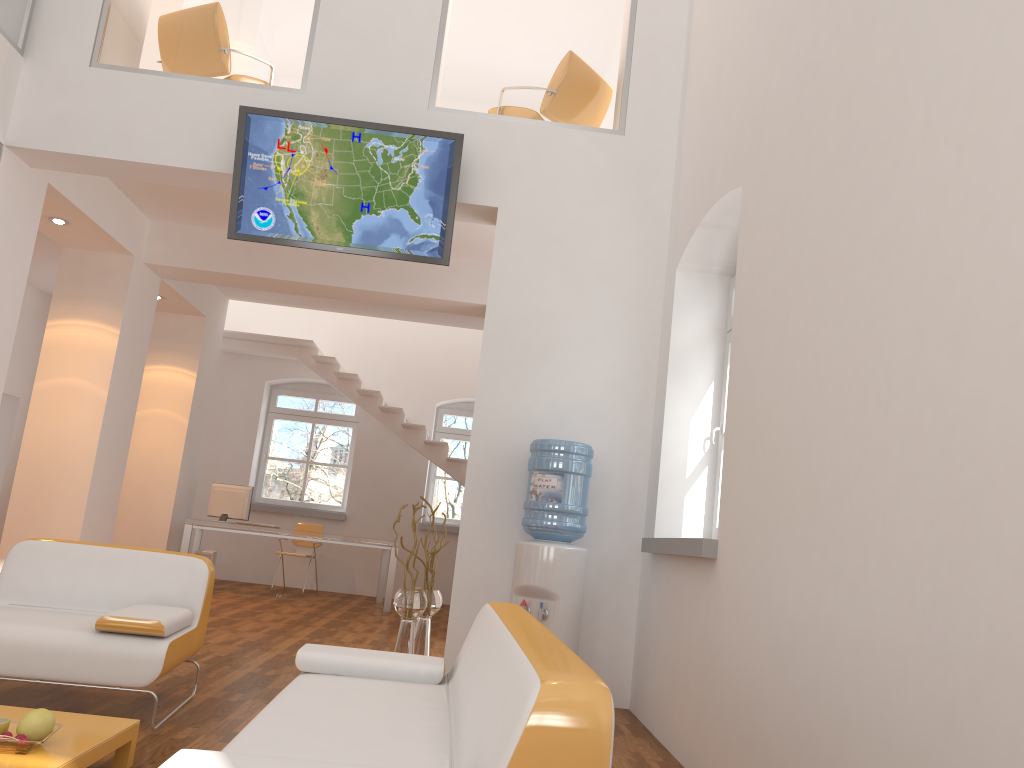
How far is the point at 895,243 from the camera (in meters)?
2.44

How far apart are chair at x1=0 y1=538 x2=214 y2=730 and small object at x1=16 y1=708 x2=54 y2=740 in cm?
87

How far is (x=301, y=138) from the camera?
5.5m

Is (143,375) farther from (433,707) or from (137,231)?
(433,707)

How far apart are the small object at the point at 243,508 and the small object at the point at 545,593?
5.5 meters

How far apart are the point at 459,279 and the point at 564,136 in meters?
2.6

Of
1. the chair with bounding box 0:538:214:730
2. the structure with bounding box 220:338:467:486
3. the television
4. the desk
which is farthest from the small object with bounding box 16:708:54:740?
the structure with bounding box 220:338:467:486

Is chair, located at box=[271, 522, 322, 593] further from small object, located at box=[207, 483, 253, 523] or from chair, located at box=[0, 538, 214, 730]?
A: chair, located at box=[0, 538, 214, 730]

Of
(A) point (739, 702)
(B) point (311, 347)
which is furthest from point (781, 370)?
(B) point (311, 347)

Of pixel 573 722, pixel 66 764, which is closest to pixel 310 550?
pixel 66 764
